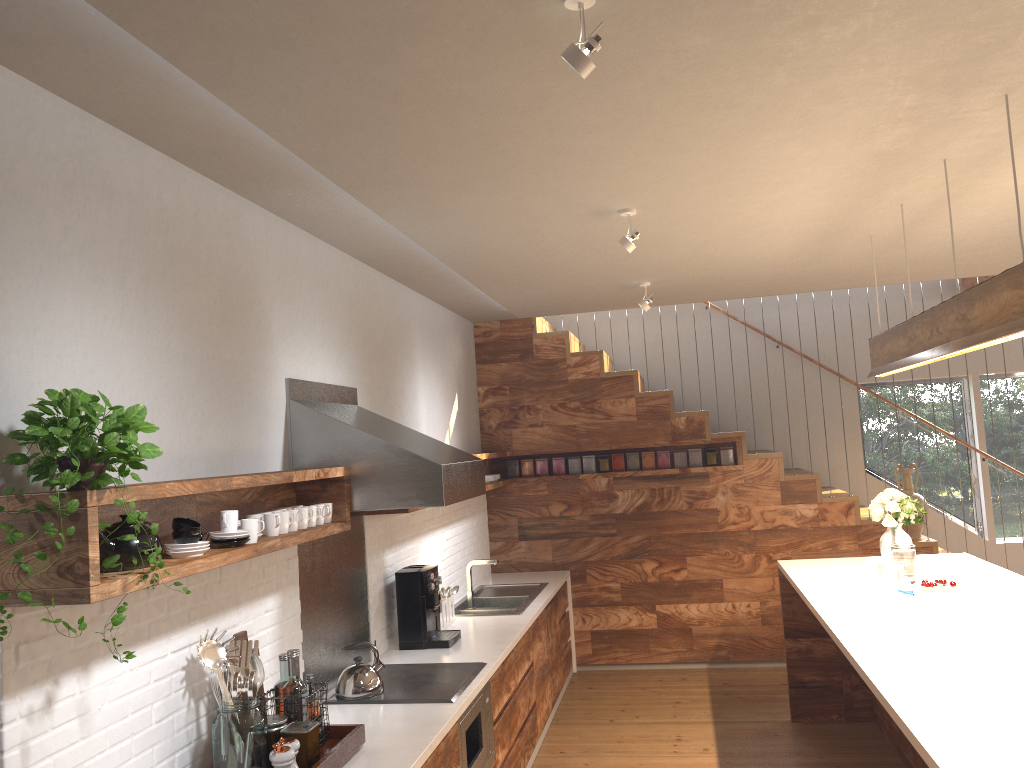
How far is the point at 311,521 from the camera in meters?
3.3 m

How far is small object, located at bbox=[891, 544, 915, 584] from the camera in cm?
437

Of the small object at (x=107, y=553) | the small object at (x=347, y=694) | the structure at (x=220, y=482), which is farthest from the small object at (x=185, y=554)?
the small object at (x=347, y=694)

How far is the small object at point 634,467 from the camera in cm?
695

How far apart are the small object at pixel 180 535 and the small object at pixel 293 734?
0.6m

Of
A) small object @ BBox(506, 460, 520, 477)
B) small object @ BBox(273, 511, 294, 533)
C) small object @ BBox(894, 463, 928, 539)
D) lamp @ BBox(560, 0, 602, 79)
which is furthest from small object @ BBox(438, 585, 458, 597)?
lamp @ BBox(560, 0, 602, 79)

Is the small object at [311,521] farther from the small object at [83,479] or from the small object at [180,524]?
the small object at [83,479]

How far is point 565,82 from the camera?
2.37m

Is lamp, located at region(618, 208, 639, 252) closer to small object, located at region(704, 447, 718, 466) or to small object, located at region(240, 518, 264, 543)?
small object, located at region(240, 518, 264, 543)

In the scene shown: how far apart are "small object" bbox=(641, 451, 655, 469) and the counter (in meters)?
1.05
